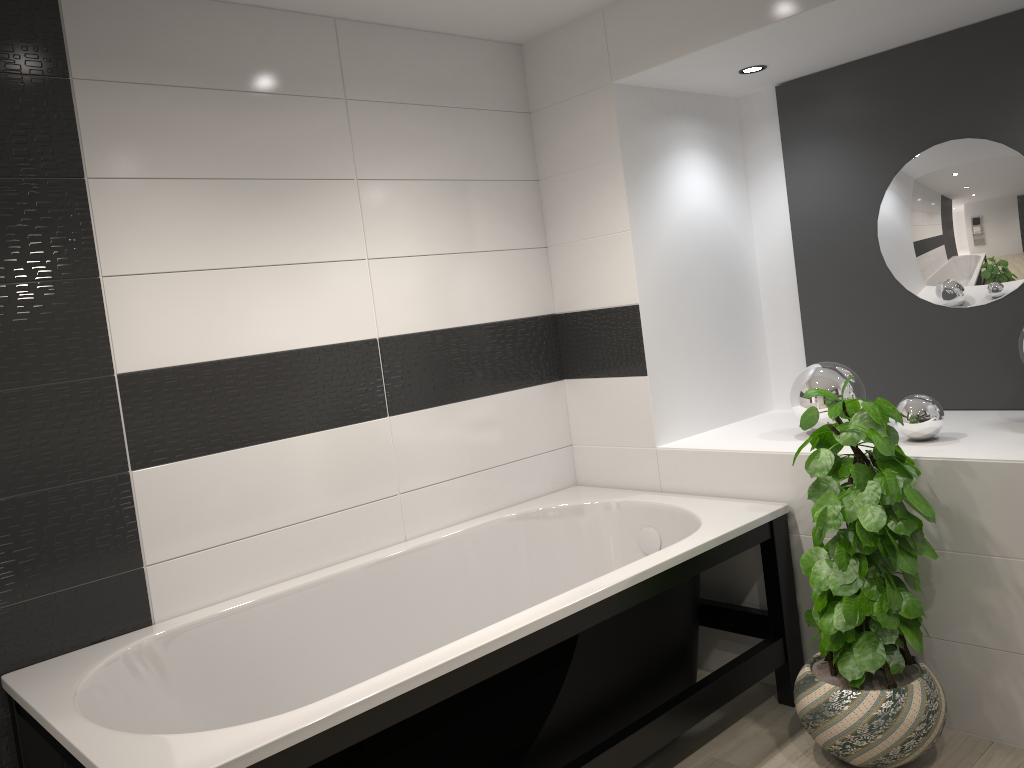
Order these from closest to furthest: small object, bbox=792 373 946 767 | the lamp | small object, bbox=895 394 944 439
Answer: small object, bbox=792 373 946 767
small object, bbox=895 394 944 439
the lamp

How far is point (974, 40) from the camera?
3.1 meters

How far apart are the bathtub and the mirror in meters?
0.9

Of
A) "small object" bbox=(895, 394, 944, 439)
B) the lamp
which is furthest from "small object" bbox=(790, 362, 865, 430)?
the lamp

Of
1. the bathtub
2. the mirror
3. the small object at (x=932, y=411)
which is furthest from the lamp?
the bathtub

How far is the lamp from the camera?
3.4m

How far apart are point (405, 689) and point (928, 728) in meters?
1.5 m

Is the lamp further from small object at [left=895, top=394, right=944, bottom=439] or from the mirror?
small object at [left=895, top=394, right=944, bottom=439]

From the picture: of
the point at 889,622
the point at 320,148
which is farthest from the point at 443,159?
the point at 889,622

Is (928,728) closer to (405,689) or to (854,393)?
(854,393)
